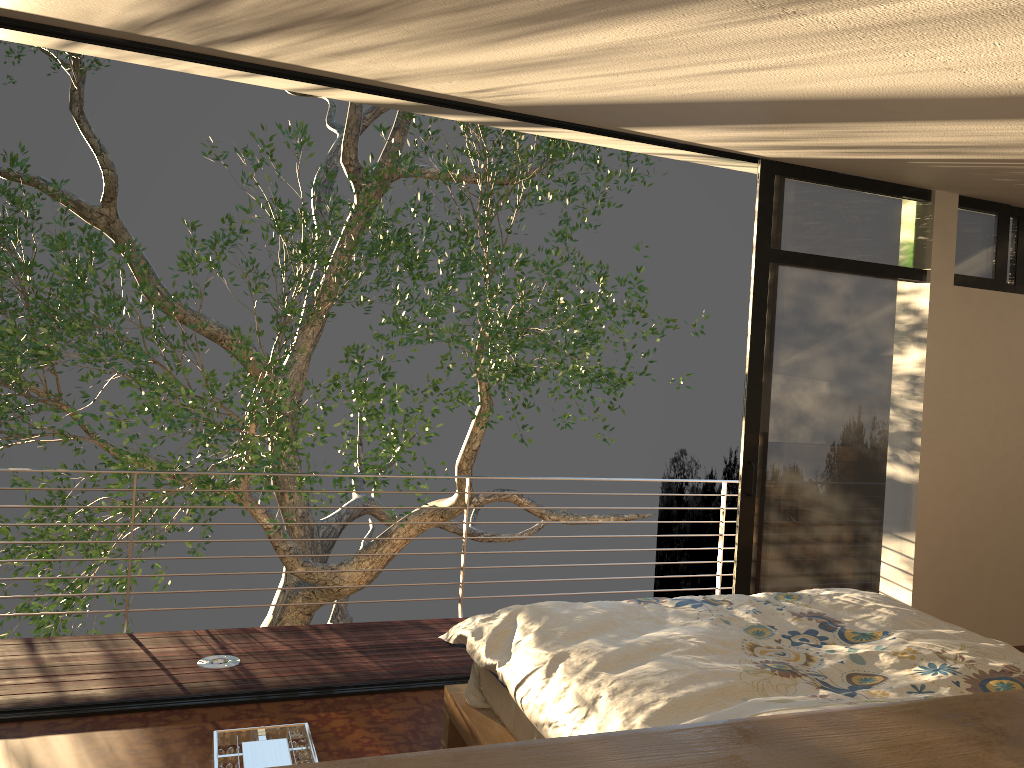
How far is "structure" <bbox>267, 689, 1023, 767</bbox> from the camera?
0.9 meters

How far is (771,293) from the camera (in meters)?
4.28

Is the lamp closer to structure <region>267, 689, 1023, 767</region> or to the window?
structure <region>267, 689, 1023, 767</region>

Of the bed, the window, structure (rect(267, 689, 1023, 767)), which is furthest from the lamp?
the window

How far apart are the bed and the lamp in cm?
101

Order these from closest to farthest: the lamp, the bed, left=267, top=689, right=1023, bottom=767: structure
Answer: left=267, top=689, right=1023, bottom=767: structure
the lamp
the bed

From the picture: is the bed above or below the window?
below

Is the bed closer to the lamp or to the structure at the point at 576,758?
the structure at the point at 576,758

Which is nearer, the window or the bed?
the bed

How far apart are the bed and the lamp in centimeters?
101cm
